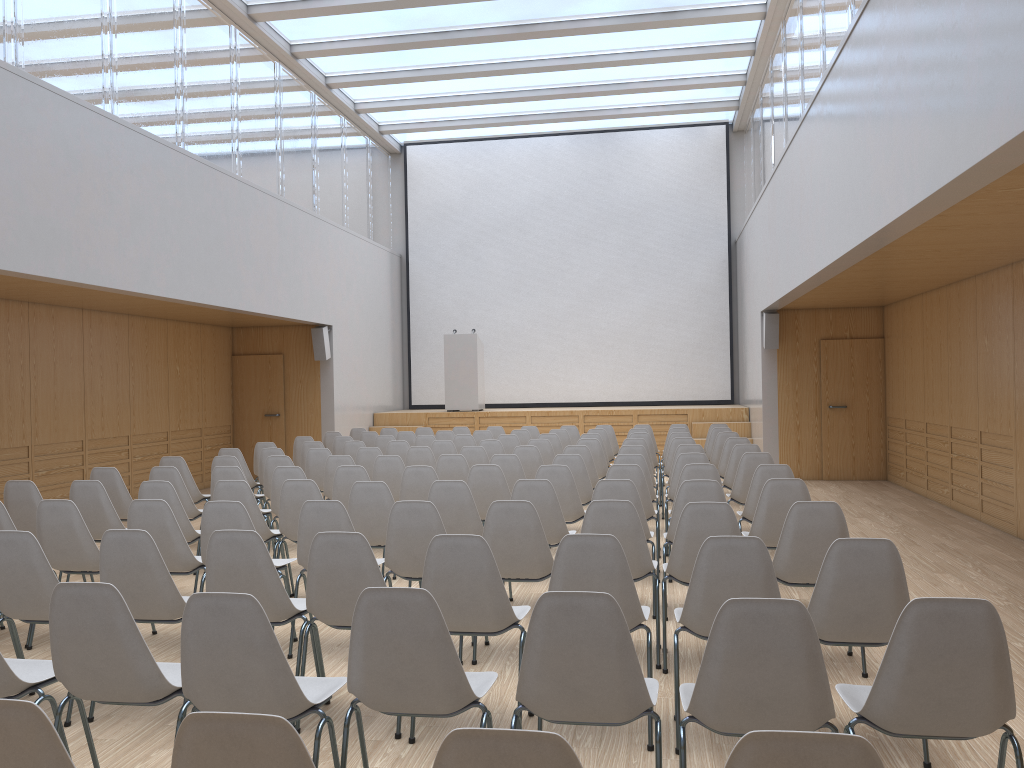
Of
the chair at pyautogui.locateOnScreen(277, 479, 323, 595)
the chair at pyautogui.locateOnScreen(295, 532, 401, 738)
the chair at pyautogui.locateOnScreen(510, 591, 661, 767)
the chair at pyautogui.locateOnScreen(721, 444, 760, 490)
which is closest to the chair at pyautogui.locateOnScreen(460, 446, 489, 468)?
the chair at pyautogui.locateOnScreen(721, 444, 760, 490)

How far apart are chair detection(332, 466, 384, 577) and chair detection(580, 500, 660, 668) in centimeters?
269cm

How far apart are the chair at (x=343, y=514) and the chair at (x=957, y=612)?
2.7m

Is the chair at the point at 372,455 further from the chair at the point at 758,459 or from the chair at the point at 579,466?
the chair at the point at 758,459

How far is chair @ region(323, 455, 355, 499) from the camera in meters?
7.9

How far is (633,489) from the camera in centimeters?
552cm

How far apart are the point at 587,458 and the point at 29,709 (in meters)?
6.99

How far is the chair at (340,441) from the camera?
11.01m

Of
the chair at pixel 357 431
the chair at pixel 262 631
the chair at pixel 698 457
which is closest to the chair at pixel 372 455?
the chair at pixel 698 457

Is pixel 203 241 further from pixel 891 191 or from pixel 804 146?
pixel 891 191
